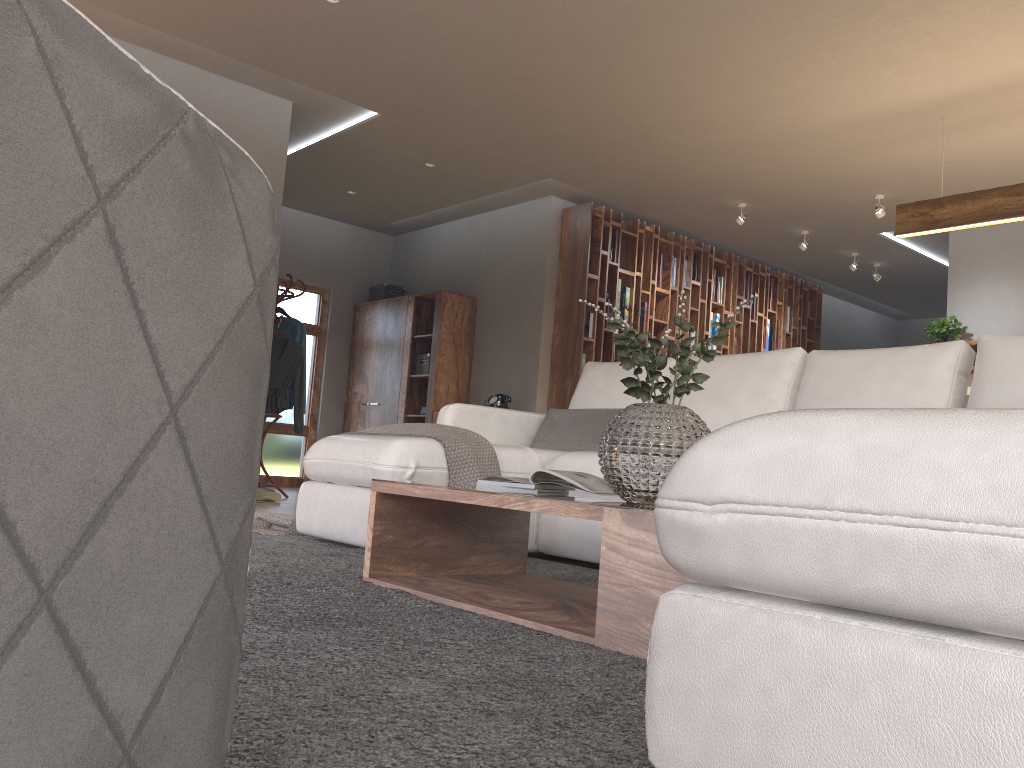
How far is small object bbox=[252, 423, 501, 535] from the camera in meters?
3.2 m

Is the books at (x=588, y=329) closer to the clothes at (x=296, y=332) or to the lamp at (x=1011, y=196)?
the clothes at (x=296, y=332)

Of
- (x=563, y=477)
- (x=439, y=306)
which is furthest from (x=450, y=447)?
(x=439, y=306)

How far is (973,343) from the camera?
7.50m

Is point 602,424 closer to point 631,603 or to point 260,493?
point 631,603

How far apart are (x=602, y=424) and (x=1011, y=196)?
3.01m

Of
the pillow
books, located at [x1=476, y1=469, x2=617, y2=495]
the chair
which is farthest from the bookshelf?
the chair

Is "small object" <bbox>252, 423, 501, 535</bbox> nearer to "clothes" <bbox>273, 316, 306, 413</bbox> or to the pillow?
the pillow

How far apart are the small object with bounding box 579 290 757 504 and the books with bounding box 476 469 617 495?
0.19m

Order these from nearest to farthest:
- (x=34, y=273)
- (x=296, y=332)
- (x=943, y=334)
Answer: (x=34, y=273) → (x=296, y=332) → (x=943, y=334)
